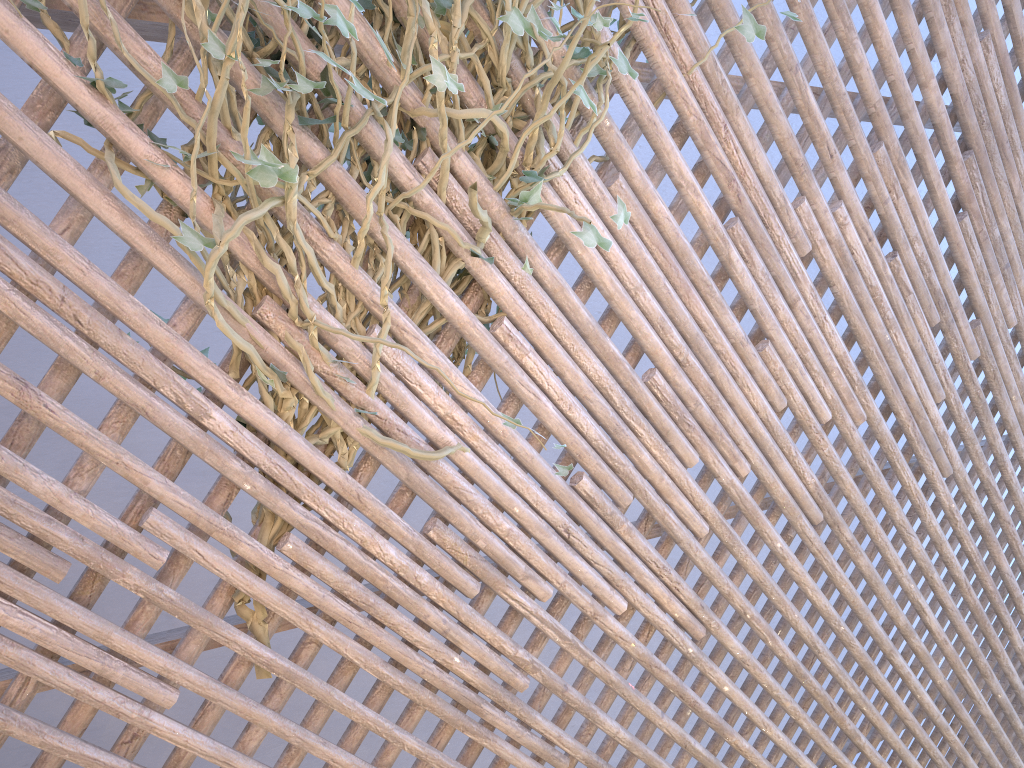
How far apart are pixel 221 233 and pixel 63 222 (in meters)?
0.20

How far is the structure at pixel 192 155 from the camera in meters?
1.1 m

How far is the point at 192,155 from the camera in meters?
1.1

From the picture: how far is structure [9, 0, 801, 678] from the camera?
1.10m
